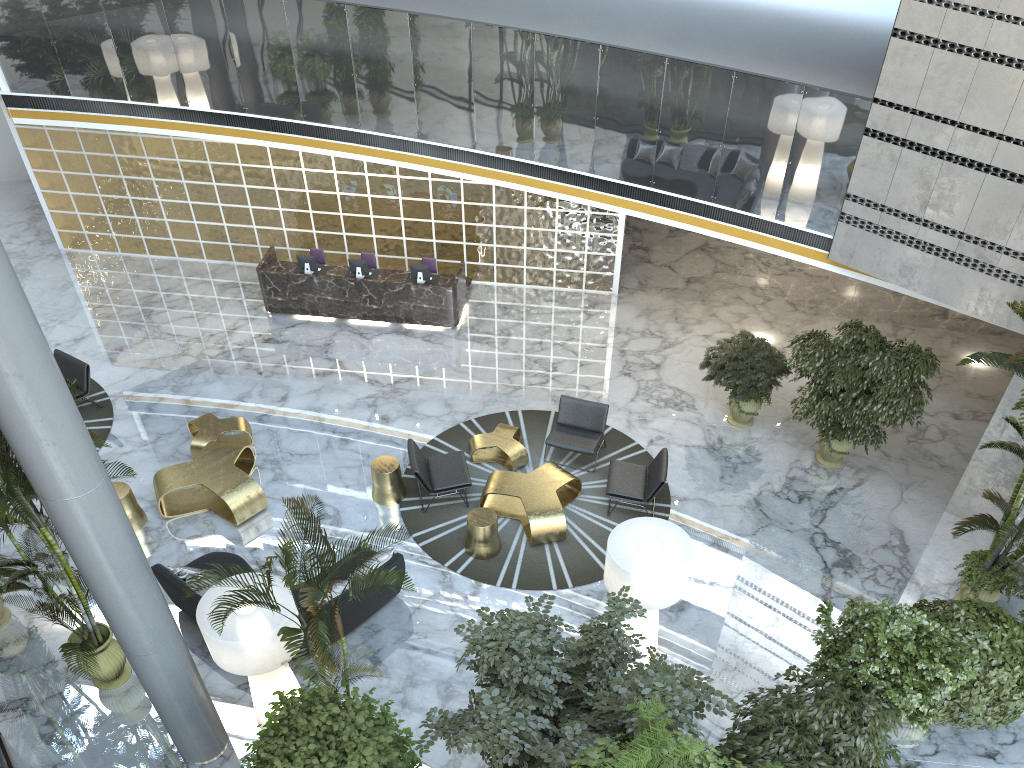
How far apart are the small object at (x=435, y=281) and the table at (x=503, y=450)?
3.6 meters

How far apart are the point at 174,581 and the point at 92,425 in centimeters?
429cm

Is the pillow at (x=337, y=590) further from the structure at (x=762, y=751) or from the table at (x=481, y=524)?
the structure at (x=762, y=751)

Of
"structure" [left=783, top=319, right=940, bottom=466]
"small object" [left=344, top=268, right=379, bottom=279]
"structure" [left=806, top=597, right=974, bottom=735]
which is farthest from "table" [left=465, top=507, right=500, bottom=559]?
"small object" [left=344, top=268, right=379, bottom=279]

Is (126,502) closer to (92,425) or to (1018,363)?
(92,425)

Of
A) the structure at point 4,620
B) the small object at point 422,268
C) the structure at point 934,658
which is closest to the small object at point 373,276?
the small object at point 422,268

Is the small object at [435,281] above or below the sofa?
above

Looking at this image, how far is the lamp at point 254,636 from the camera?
6.9m

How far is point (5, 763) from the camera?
7.55m

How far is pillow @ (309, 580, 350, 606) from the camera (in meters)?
8.54
